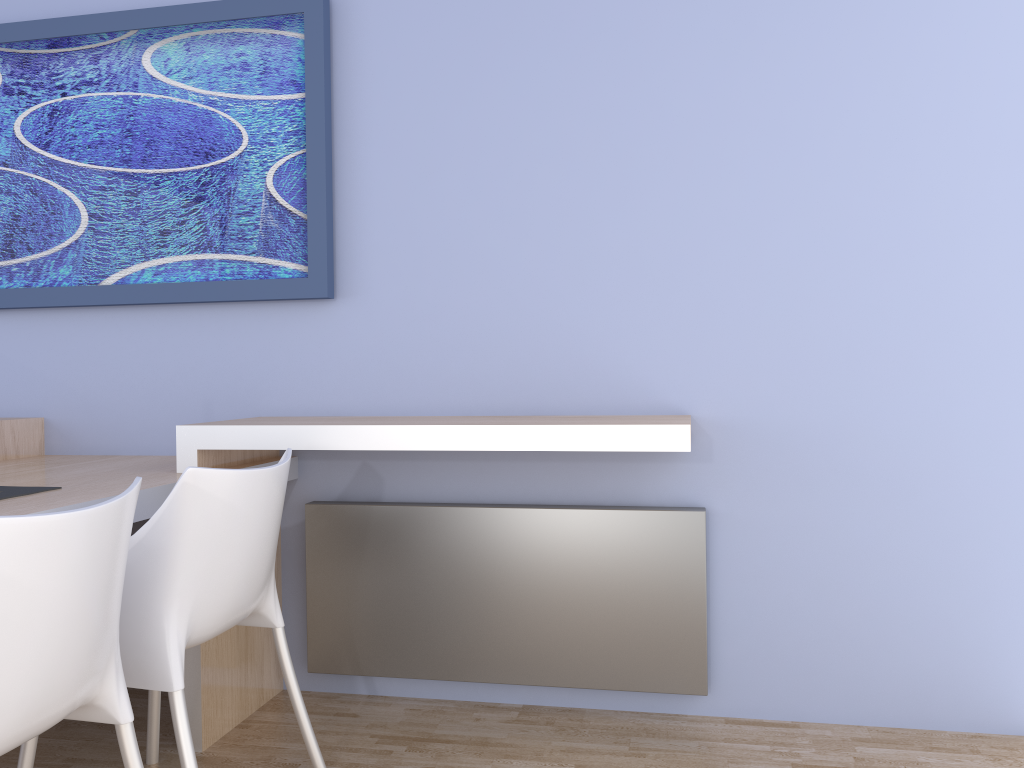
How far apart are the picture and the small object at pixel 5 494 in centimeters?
90cm

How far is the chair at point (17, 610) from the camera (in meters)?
1.22

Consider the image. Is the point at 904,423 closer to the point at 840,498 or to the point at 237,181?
the point at 840,498

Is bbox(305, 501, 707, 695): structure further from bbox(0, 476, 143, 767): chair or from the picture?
bbox(0, 476, 143, 767): chair

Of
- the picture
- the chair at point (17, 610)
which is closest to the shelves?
the picture

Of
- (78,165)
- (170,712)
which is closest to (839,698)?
(170,712)

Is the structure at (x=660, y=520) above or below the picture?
below

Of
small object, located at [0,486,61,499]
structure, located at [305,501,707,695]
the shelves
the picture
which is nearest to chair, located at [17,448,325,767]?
the shelves

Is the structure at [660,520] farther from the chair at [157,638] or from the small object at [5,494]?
the small object at [5,494]

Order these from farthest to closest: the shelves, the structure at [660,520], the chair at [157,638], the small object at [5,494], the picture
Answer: the picture
the structure at [660,520]
the shelves
the small object at [5,494]
the chair at [157,638]
